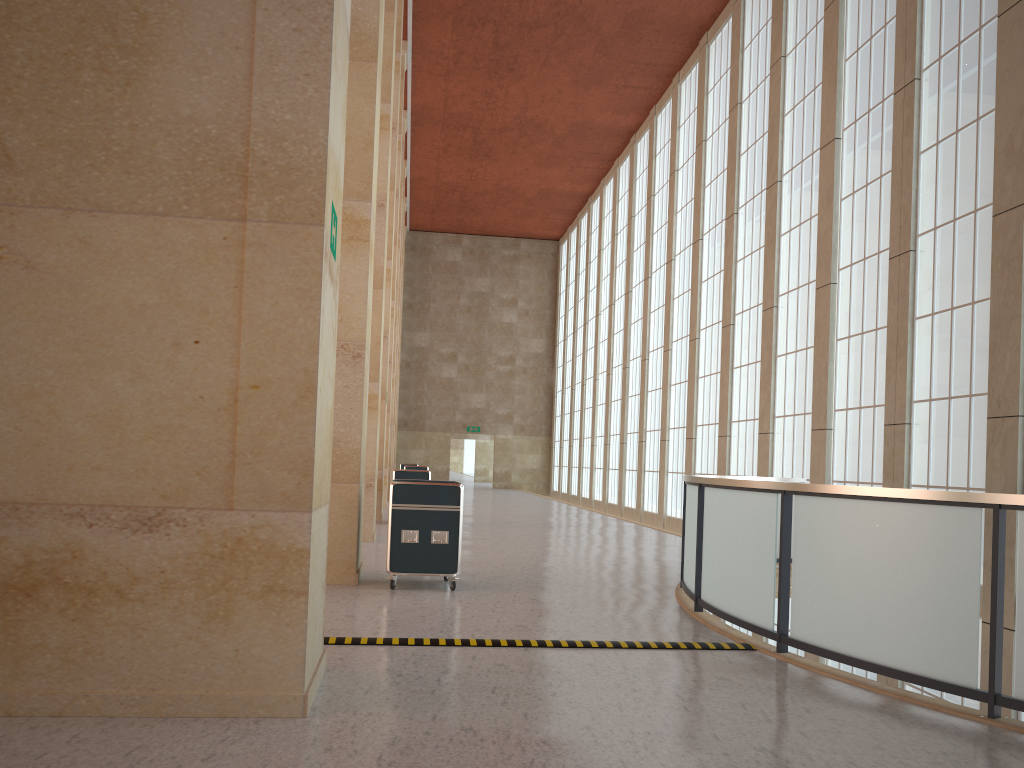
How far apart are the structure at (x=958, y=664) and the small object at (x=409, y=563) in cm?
319

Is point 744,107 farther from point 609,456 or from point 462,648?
point 462,648

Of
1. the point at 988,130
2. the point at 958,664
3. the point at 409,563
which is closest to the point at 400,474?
the point at 409,563

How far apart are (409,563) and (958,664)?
7.3m

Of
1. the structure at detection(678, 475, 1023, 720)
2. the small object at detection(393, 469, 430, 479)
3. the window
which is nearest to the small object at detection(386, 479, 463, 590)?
the structure at detection(678, 475, 1023, 720)

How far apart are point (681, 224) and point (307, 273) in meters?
29.4

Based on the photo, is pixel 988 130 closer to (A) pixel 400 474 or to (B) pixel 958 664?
(B) pixel 958 664

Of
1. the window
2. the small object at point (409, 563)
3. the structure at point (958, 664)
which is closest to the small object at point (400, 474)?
the window

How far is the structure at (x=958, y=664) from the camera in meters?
7.0 m

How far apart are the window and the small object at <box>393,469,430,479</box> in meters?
9.6 m
